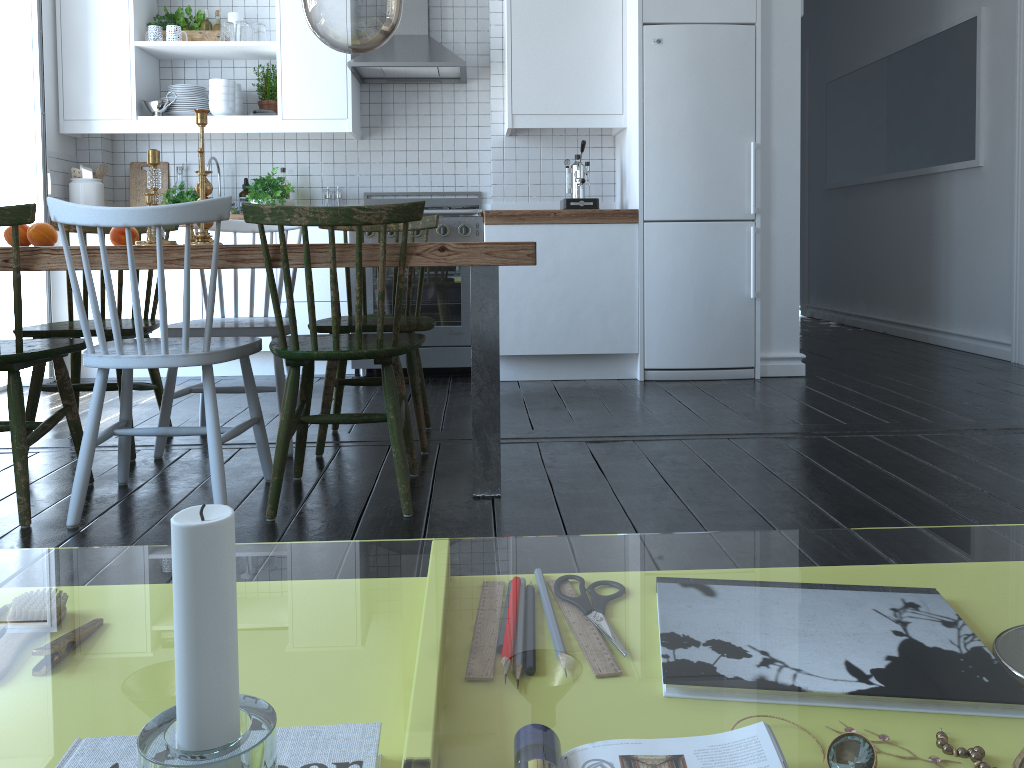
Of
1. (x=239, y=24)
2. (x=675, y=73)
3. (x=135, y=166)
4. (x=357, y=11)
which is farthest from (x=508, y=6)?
(x=357, y=11)

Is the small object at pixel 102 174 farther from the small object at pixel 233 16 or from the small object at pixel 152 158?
the small object at pixel 152 158

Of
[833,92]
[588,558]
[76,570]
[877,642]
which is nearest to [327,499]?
[588,558]

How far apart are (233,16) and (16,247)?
3.17m

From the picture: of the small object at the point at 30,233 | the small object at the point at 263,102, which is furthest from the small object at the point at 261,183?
the small object at the point at 30,233

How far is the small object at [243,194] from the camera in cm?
503

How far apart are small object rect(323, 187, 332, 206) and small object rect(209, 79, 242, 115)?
0.6m

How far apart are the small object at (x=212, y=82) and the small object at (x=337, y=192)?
0.67m

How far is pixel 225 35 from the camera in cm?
468

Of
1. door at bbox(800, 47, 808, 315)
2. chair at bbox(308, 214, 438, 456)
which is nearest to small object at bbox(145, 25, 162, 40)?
chair at bbox(308, 214, 438, 456)
